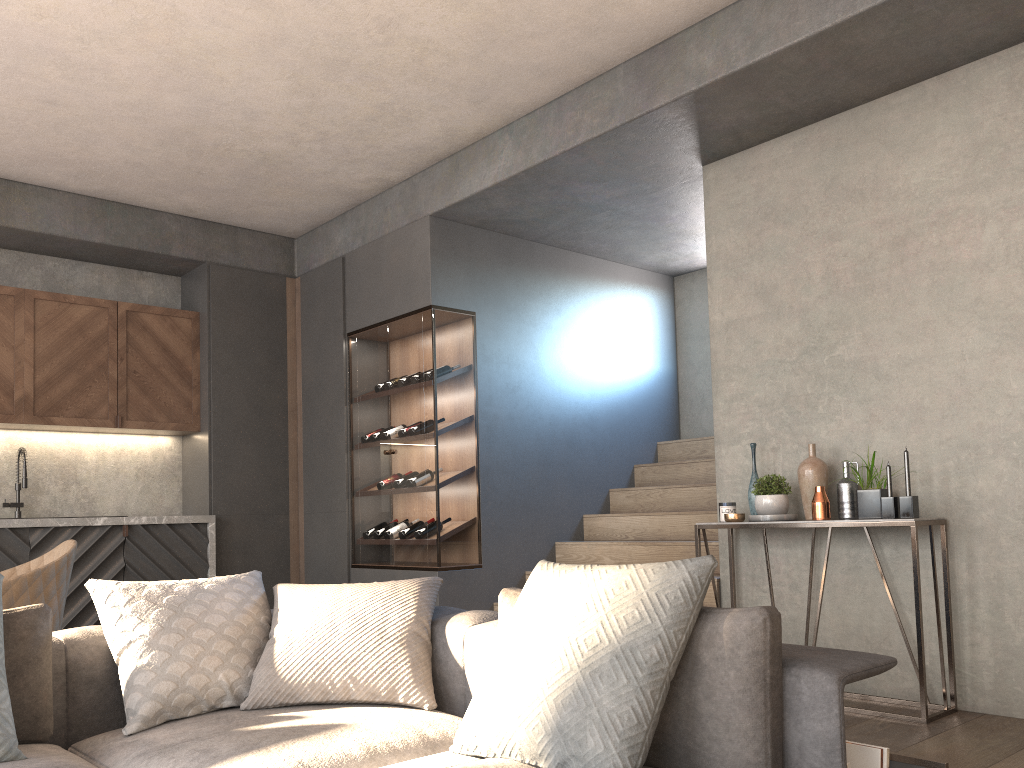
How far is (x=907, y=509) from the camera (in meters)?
3.65

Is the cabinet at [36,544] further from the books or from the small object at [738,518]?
the books

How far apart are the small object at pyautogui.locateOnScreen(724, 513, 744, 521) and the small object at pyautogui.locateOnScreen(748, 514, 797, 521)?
0.1m

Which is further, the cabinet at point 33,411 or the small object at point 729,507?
the cabinet at point 33,411

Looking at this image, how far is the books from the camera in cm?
181

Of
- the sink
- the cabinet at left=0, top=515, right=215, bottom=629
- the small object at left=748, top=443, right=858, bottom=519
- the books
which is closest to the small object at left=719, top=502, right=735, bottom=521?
the small object at left=748, top=443, right=858, bottom=519

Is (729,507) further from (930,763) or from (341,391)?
(341,391)

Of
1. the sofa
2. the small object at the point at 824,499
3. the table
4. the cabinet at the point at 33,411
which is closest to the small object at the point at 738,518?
the table

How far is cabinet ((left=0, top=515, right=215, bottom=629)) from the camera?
5.29m

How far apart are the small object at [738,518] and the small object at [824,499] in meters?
0.1
